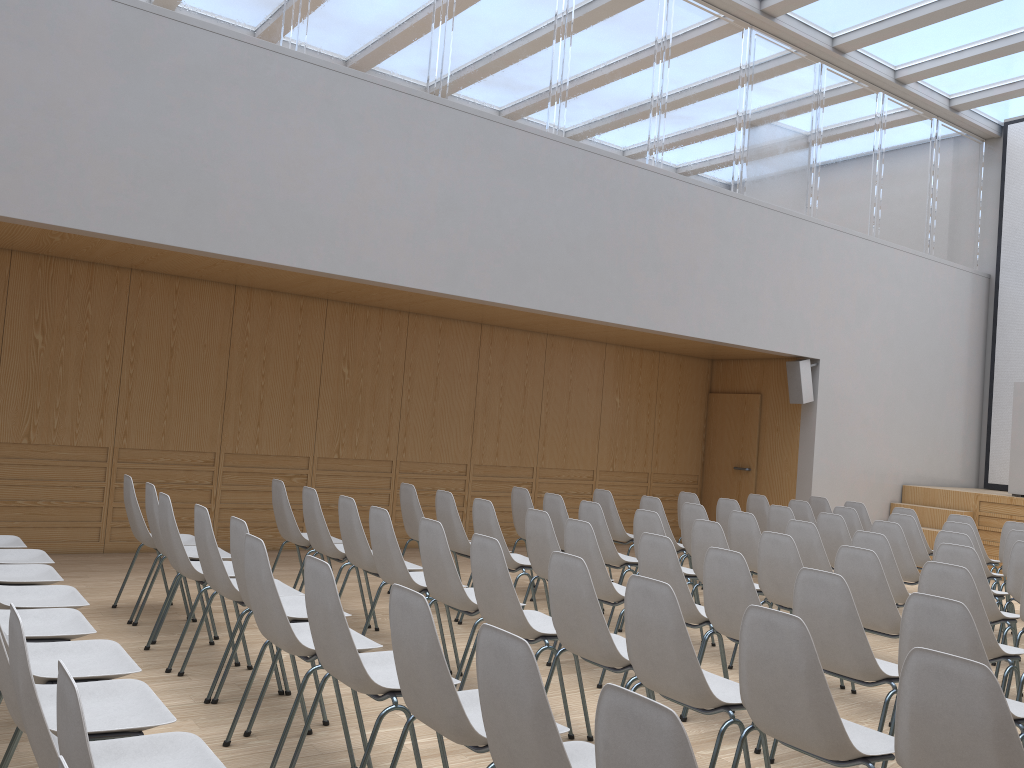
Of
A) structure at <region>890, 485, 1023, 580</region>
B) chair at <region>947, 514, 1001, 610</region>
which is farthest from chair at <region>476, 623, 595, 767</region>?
structure at <region>890, 485, 1023, 580</region>

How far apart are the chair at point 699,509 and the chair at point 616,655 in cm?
311

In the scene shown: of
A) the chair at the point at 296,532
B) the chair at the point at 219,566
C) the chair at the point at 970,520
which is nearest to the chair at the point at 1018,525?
the chair at the point at 970,520

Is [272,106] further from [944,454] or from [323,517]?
[944,454]

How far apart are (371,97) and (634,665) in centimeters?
543cm

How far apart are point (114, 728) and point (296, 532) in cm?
366

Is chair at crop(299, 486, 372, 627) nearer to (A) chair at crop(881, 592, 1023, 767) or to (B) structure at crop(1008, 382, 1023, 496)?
(A) chair at crop(881, 592, 1023, 767)

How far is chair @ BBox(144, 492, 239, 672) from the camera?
4.57m

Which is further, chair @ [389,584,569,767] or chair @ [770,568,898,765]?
chair @ [770,568,898,765]

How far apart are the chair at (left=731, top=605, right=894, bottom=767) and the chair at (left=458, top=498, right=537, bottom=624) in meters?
2.9 m
